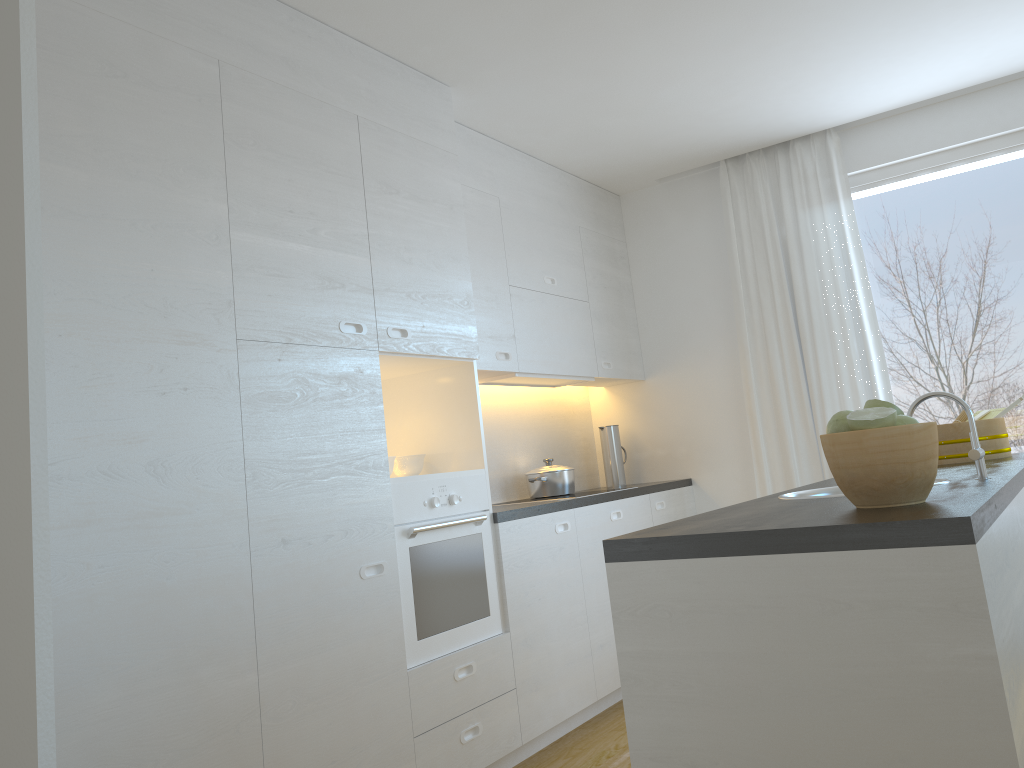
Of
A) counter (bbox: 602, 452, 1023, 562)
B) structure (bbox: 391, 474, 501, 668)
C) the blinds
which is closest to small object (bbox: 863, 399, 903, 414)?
counter (bbox: 602, 452, 1023, 562)

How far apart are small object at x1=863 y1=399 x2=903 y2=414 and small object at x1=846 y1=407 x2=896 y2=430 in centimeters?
8cm

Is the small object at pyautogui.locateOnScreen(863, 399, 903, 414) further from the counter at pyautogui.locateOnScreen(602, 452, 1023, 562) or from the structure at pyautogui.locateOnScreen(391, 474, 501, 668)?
the structure at pyautogui.locateOnScreen(391, 474, 501, 668)

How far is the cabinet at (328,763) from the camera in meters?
2.6

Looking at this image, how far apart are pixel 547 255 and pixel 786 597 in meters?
3.3

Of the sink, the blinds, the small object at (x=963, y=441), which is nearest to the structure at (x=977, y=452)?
the sink

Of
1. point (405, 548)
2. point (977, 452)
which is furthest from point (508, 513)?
point (977, 452)

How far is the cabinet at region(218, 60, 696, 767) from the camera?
2.56m

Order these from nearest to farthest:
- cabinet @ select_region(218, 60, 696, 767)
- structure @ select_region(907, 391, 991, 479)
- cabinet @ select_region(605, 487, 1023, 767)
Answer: cabinet @ select_region(605, 487, 1023, 767) < structure @ select_region(907, 391, 991, 479) < cabinet @ select_region(218, 60, 696, 767)

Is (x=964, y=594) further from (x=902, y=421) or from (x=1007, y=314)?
(x=1007, y=314)
